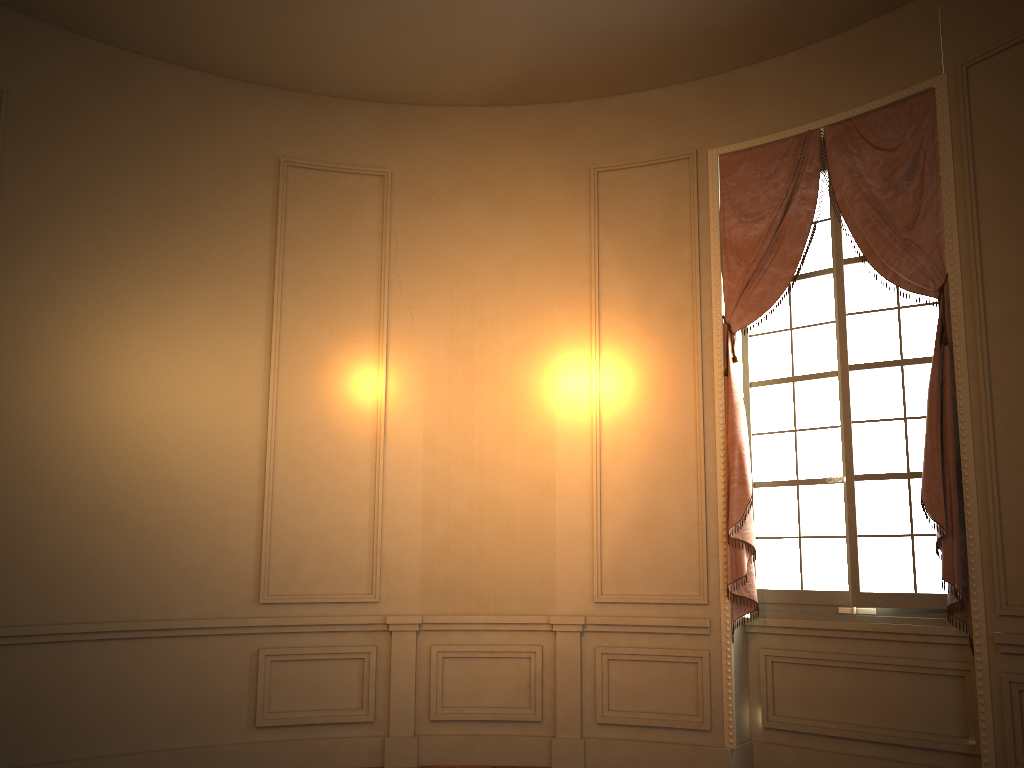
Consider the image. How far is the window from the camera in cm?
477

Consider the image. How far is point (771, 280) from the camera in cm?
522

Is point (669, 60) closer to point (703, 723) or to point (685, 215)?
point (685, 215)

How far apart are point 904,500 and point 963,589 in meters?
0.6 m

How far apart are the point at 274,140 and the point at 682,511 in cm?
351

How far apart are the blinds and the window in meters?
0.1 m

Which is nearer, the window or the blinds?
the blinds

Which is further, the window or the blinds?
the window

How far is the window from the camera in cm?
477

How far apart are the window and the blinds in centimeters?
10cm
